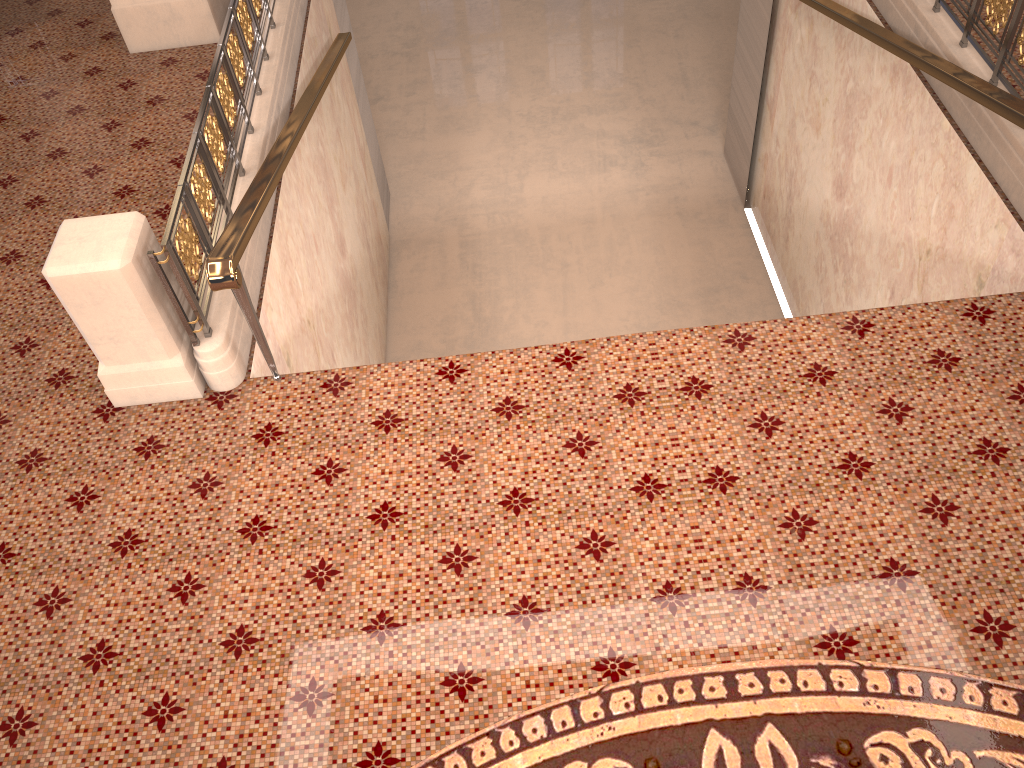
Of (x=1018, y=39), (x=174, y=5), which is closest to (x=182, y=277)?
(x=174, y=5)

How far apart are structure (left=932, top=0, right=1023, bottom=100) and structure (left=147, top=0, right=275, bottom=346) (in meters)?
4.35

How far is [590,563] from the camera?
3.49m

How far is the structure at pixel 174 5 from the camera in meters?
6.6

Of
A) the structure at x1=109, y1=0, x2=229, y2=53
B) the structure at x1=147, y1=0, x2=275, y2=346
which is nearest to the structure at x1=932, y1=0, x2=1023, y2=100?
the structure at x1=147, y1=0, x2=275, y2=346

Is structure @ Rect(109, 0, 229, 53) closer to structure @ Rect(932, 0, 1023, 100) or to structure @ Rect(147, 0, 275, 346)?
structure @ Rect(147, 0, 275, 346)

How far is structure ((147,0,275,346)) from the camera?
4.00m

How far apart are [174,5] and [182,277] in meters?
3.7

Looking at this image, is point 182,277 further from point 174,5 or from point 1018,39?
point 1018,39

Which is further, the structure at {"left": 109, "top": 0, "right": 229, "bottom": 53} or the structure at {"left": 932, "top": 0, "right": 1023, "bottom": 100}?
the structure at {"left": 109, "top": 0, "right": 229, "bottom": 53}
